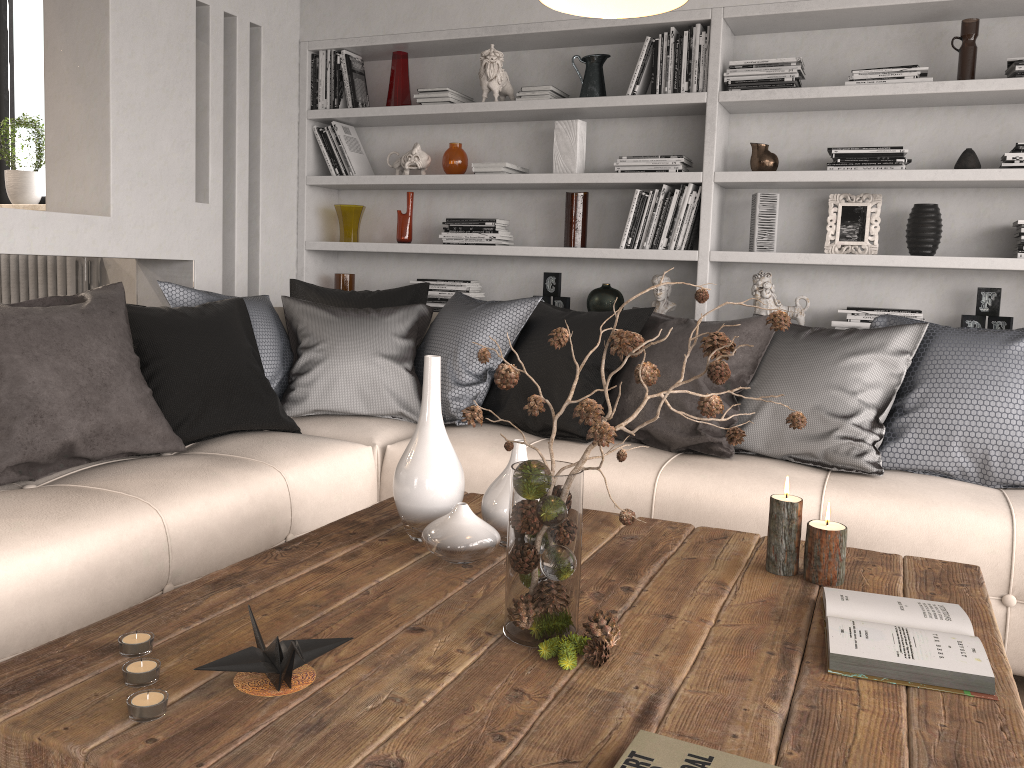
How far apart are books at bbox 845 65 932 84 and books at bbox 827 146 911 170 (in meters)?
0.27

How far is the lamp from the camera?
1.5 meters

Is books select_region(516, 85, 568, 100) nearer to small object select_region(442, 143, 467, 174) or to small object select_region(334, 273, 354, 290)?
small object select_region(442, 143, 467, 174)

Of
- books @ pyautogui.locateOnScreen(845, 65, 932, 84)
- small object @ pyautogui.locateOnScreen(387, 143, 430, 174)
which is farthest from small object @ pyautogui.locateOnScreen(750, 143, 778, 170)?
small object @ pyautogui.locateOnScreen(387, 143, 430, 174)

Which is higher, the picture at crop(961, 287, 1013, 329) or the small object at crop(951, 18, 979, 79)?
the small object at crop(951, 18, 979, 79)

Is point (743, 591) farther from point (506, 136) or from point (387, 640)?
point (506, 136)

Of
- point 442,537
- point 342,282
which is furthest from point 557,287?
point 442,537

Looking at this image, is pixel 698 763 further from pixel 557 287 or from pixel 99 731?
pixel 557 287

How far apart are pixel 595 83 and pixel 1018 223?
1.86m

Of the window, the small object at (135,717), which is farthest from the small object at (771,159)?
the window
